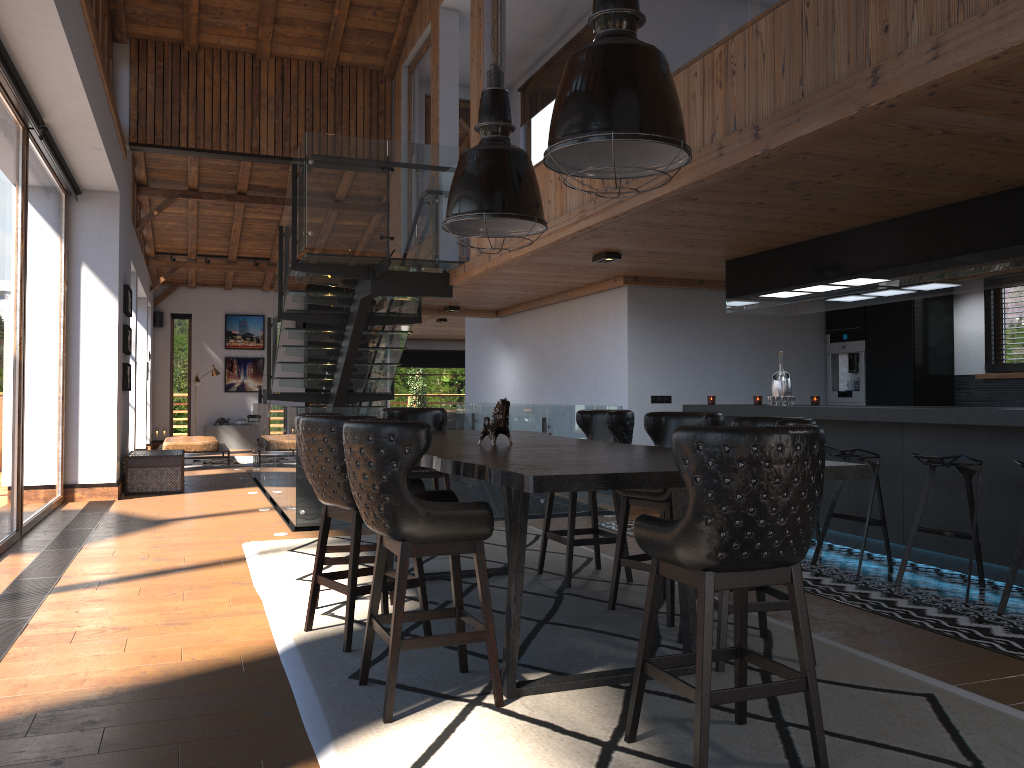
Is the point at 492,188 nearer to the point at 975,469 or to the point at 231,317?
the point at 975,469

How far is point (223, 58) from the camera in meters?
11.1

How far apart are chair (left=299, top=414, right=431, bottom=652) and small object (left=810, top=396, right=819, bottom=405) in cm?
423

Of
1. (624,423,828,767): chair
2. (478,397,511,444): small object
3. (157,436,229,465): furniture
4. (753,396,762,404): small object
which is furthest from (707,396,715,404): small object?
(157,436,229,465): furniture

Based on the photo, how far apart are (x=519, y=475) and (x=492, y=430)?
1.7m

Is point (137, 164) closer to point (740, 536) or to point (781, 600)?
point (781, 600)

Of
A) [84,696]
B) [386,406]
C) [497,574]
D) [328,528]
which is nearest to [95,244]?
[386,406]

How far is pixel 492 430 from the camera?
4.56m

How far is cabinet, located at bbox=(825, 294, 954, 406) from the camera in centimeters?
856cm

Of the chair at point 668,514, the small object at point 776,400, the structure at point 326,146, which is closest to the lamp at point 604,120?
the chair at point 668,514
